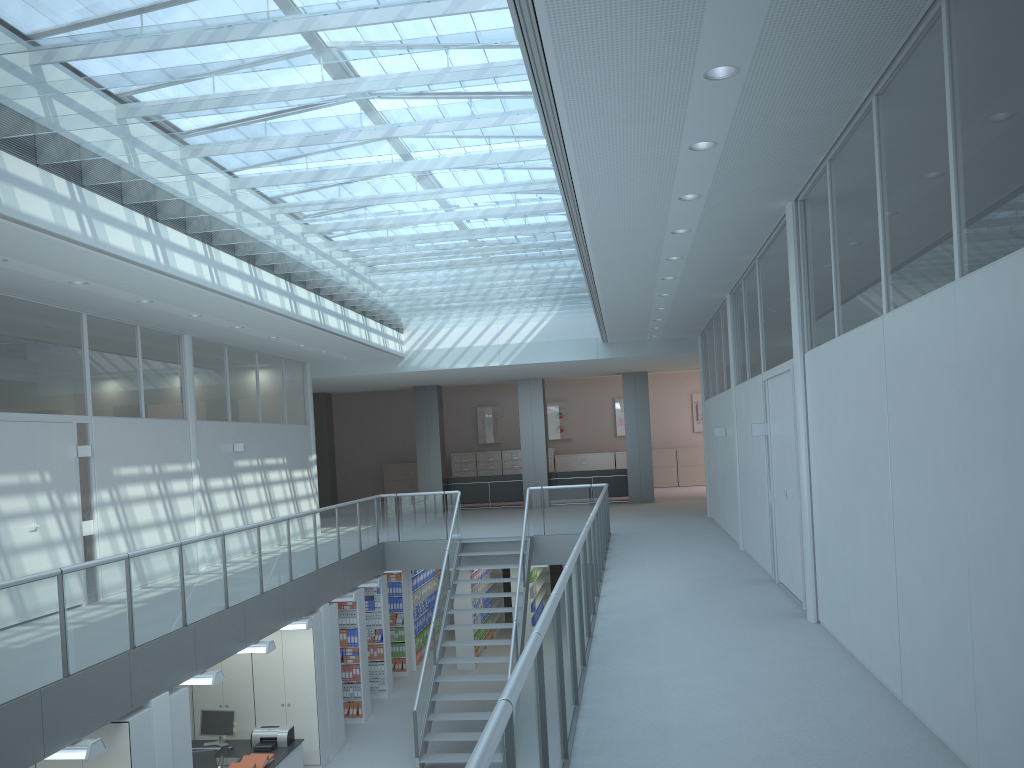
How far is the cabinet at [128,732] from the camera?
6.5m

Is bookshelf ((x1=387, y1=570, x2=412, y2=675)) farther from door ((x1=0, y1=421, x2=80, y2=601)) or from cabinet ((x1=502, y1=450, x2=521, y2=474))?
cabinet ((x1=502, y1=450, x2=521, y2=474))

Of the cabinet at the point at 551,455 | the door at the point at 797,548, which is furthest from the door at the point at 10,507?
the cabinet at the point at 551,455

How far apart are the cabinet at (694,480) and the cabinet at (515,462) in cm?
437

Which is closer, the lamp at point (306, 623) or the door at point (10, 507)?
the door at point (10, 507)

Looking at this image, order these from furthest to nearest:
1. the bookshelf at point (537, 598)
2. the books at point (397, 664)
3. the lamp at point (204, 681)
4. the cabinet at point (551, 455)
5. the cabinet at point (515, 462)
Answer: the cabinet at point (515, 462) < the cabinet at point (551, 455) < the bookshelf at point (537, 598) < the books at point (397, 664) < the lamp at point (204, 681)

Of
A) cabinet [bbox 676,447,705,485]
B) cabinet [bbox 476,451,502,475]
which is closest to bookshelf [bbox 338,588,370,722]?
cabinet [bbox 476,451,502,475]

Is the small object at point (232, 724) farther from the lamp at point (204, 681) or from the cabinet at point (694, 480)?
the cabinet at point (694, 480)

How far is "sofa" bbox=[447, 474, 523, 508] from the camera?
A: 19.6 meters

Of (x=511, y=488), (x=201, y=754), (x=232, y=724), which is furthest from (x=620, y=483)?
(x=201, y=754)
